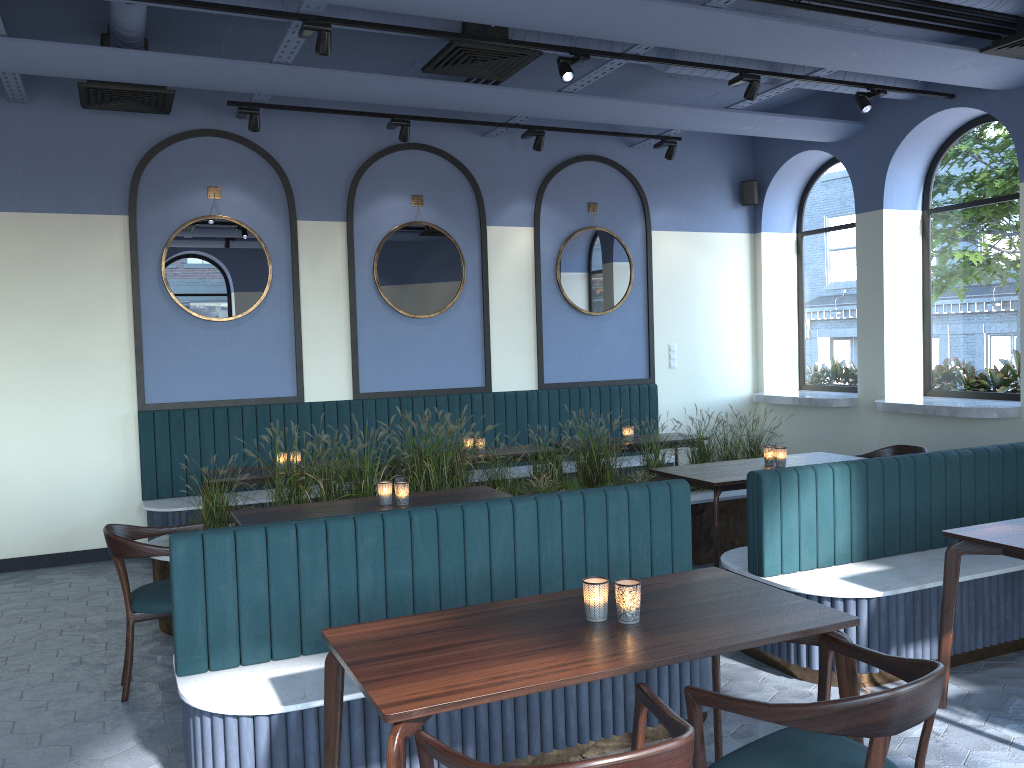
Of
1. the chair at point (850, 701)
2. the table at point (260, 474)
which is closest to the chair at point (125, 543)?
the table at point (260, 474)

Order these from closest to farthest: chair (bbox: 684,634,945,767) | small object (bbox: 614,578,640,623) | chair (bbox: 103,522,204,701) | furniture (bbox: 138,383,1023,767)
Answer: chair (bbox: 684,634,945,767) < small object (bbox: 614,578,640,623) < furniture (bbox: 138,383,1023,767) < chair (bbox: 103,522,204,701)

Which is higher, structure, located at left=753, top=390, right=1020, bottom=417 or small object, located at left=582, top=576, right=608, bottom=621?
structure, located at left=753, top=390, right=1020, bottom=417

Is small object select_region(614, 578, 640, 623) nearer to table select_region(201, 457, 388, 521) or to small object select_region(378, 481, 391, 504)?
small object select_region(378, 481, 391, 504)

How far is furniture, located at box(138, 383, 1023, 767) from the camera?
3.1 meters

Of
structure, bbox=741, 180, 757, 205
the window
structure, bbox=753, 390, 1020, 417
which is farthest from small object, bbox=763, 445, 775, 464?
structure, bbox=741, 180, 757, 205

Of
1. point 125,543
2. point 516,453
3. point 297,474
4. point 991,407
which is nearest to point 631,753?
point 125,543

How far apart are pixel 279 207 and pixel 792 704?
6.31m

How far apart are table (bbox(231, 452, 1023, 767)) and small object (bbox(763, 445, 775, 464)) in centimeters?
5cm

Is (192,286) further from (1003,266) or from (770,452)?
(1003,266)
